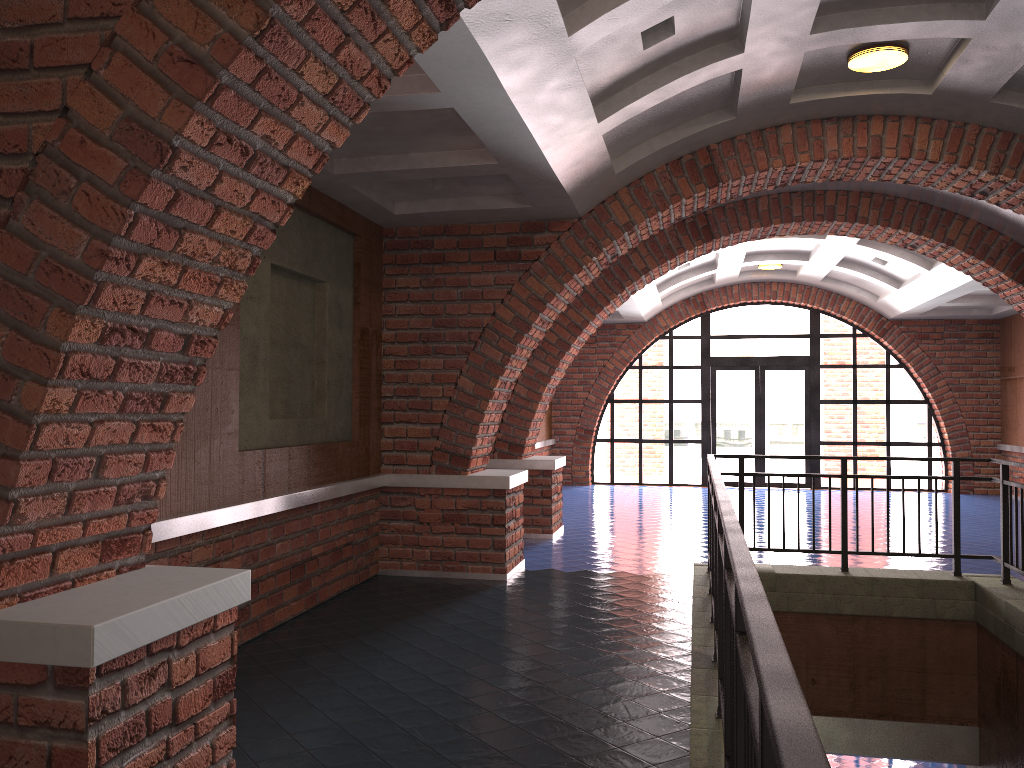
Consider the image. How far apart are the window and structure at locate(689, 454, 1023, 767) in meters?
9.2 m

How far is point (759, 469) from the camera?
16.2 meters

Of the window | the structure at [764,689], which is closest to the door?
the window

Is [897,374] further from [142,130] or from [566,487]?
[142,130]

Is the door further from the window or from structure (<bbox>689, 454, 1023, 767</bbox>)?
structure (<bbox>689, 454, 1023, 767</bbox>)

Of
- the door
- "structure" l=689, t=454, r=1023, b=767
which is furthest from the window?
"structure" l=689, t=454, r=1023, b=767

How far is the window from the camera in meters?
16.0

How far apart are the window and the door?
0.12m

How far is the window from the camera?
16.00m

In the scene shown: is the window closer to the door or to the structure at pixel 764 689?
the door
